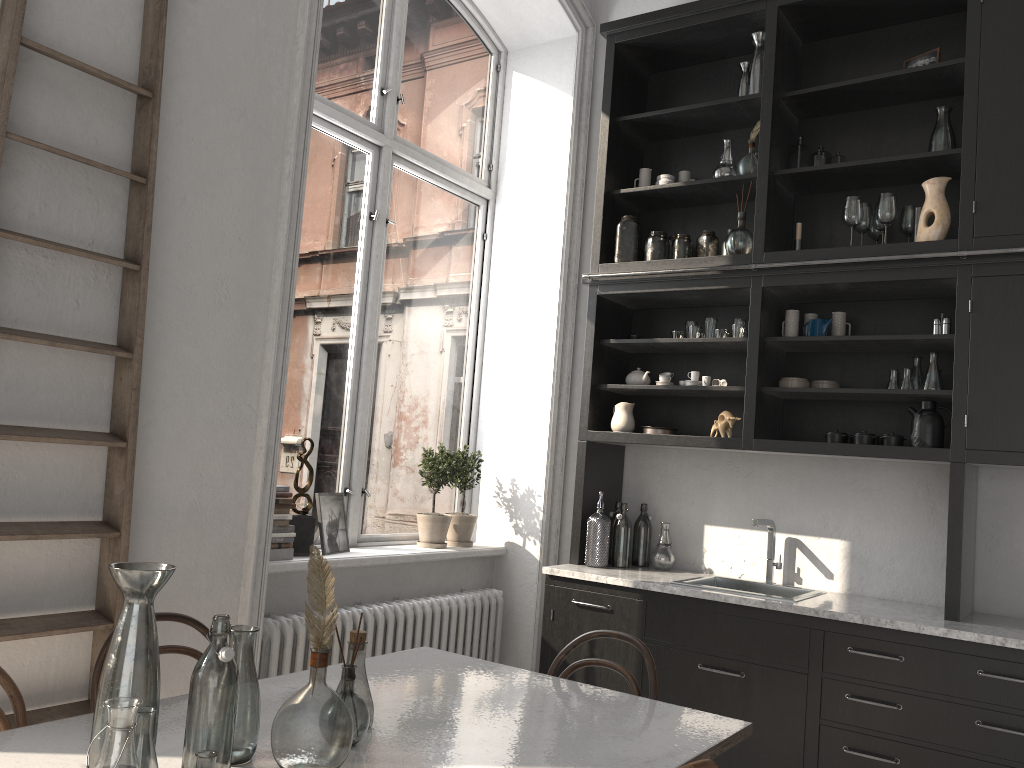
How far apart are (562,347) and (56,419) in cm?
273

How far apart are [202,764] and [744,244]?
3.1 meters

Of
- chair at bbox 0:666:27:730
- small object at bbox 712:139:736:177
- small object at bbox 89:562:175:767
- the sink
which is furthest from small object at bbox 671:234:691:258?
chair at bbox 0:666:27:730

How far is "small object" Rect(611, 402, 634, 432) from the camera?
4.2 meters

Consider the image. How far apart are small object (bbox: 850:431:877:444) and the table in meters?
Result: 1.6 m

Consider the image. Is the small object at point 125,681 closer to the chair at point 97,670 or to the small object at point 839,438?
the chair at point 97,670

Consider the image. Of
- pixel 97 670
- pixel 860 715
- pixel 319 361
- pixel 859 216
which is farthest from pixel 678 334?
pixel 97 670

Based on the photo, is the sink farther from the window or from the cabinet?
the window

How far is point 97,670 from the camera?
2.22m

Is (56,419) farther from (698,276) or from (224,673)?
(698,276)
